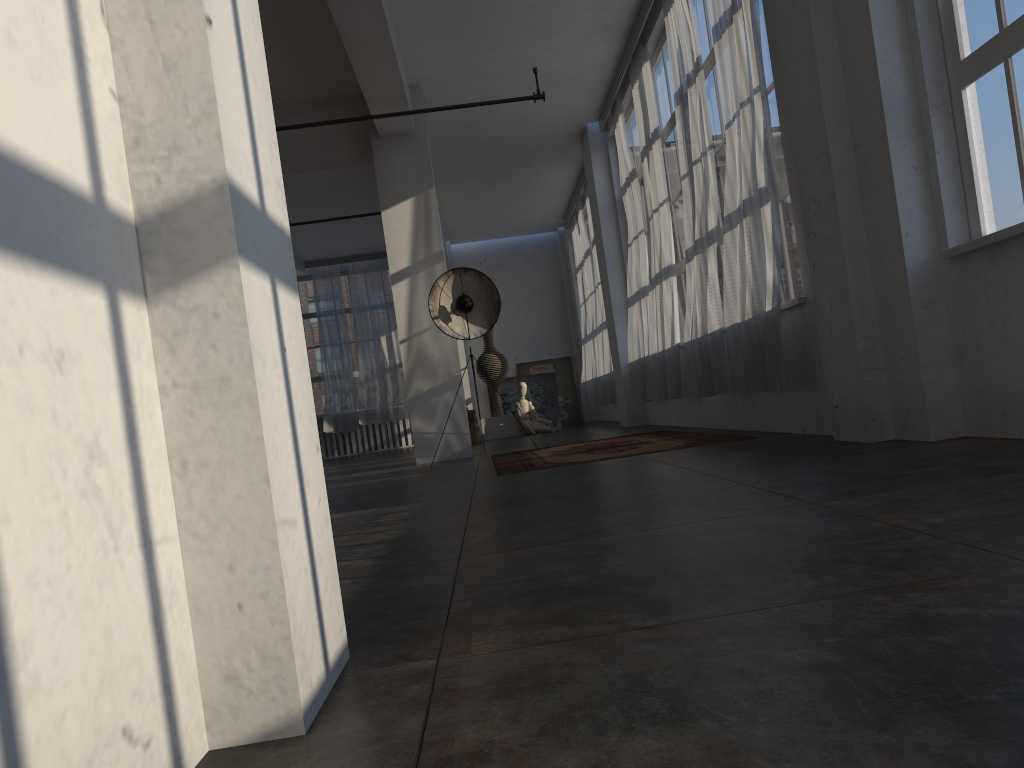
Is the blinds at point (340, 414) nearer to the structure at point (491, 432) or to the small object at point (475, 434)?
the structure at point (491, 432)

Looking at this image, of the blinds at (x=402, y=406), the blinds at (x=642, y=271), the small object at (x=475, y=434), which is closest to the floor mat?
the blinds at (x=642, y=271)

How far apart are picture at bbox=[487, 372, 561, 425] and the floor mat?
9.6m

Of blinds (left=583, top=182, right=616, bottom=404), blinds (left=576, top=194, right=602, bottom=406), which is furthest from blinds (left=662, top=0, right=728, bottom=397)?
blinds (left=576, top=194, right=602, bottom=406)

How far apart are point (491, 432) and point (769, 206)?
9.68m

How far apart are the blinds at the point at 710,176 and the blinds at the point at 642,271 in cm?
231

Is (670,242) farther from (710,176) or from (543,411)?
(543,411)

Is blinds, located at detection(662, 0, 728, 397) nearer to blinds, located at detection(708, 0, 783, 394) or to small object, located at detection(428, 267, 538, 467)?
blinds, located at detection(708, 0, 783, 394)

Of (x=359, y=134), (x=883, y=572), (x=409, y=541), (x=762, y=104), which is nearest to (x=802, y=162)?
(x=762, y=104)

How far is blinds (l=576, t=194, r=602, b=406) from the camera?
14.9m
